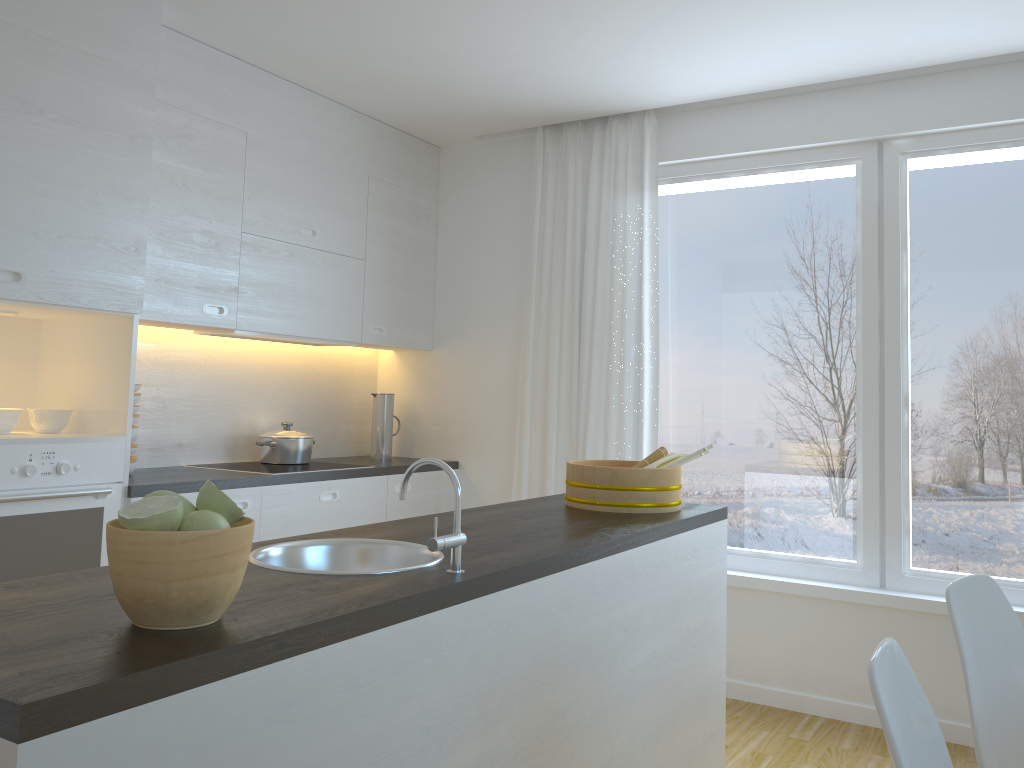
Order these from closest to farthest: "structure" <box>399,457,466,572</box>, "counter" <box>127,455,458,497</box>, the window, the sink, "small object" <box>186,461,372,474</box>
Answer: "structure" <box>399,457,466,572</box>, the sink, "counter" <box>127,455,458,497</box>, the window, "small object" <box>186,461,372,474</box>

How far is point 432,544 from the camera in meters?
1.7 m

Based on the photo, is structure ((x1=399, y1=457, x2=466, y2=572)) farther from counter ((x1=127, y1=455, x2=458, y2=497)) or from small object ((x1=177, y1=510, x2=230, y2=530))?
counter ((x1=127, y1=455, x2=458, y2=497))

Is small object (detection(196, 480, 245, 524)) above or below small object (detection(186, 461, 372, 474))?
above

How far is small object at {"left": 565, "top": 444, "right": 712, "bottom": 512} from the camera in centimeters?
275cm

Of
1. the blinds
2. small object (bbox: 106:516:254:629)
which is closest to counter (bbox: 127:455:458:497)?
the blinds

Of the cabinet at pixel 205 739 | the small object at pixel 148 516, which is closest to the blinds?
the cabinet at pixel 205 739

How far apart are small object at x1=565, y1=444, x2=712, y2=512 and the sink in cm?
90

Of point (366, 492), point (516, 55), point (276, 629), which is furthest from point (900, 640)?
point (276, 629)

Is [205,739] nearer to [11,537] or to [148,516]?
[148,516]
